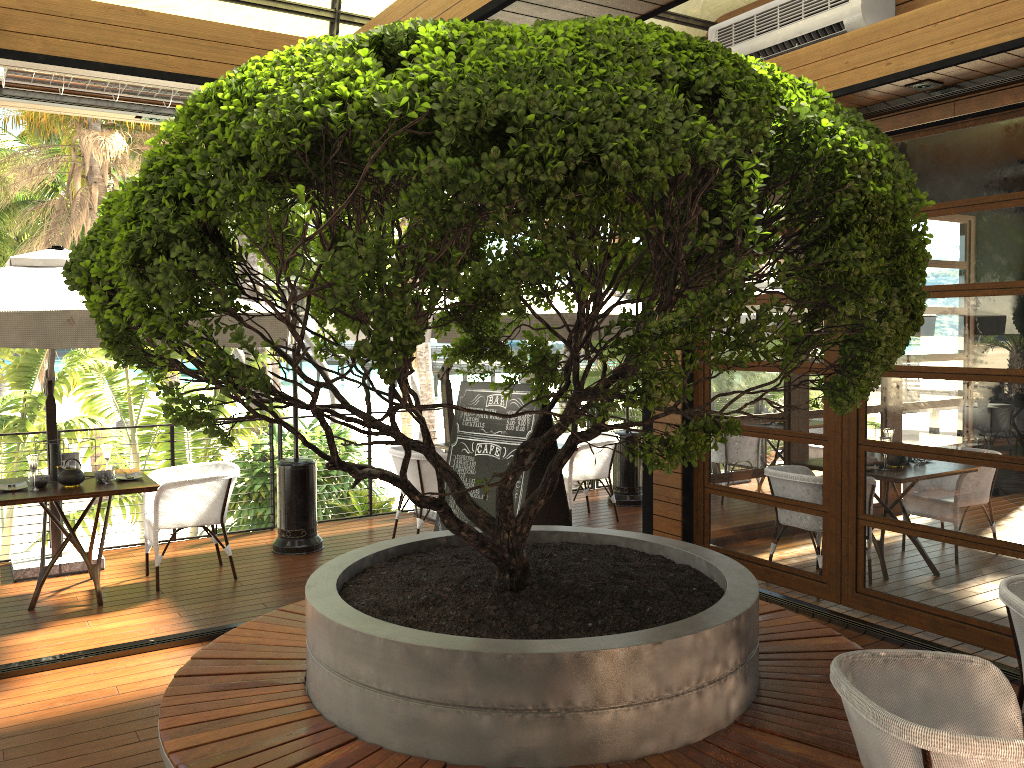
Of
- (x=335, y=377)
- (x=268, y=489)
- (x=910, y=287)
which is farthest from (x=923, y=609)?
(x=268, y=489)

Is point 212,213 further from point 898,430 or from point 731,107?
point 898,430

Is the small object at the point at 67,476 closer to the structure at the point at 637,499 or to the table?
the table

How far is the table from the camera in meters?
5.4

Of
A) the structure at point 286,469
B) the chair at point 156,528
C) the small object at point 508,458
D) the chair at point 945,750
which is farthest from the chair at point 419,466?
the chair at point 945,750

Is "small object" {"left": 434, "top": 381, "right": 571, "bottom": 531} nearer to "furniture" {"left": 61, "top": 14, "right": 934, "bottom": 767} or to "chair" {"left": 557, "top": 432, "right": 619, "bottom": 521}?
"furniture" {"left": 61, "top": 14, "right": 934, "bottom": 767}

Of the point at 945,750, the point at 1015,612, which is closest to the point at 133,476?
the point at 1015,612

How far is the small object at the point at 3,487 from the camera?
5.7m

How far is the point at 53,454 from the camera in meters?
6.0 m

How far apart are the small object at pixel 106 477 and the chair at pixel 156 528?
0.3m
